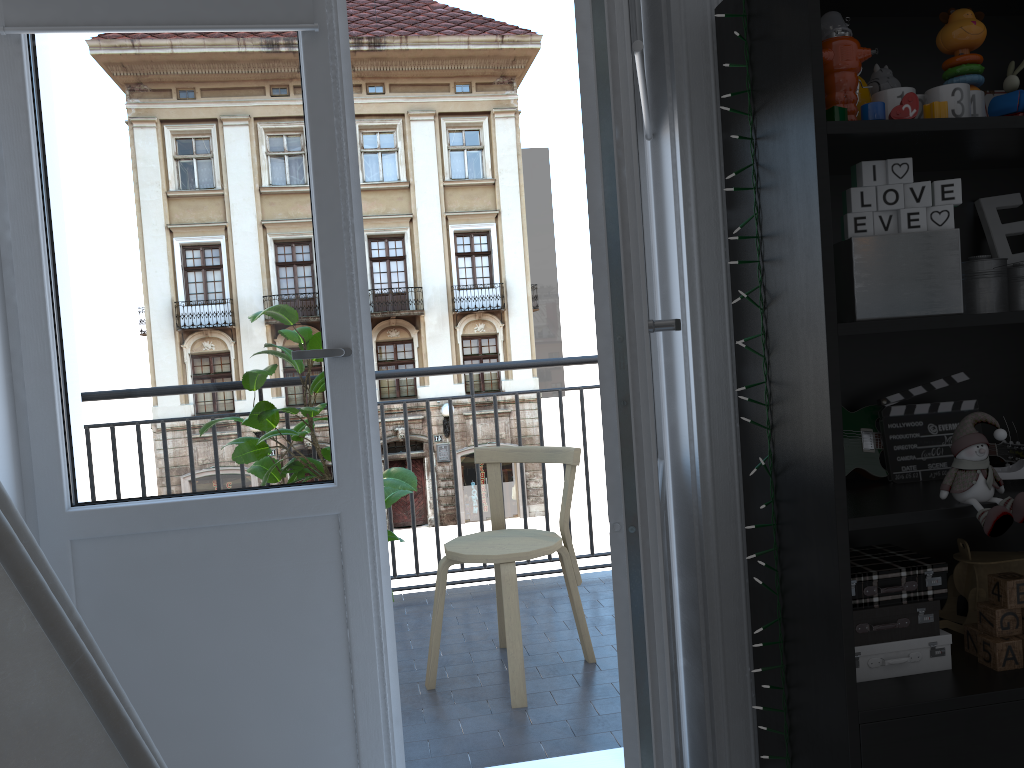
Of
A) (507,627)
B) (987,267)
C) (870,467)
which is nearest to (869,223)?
(987,267)

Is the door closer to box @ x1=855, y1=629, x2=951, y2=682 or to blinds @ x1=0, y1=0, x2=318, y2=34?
blinds @ x1=0, y1=0, x2=318, y2=34

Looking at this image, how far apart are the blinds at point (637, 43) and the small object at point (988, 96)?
0.7 meters

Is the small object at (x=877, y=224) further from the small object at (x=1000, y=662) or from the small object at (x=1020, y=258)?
the small object at (x=1000, y=662)

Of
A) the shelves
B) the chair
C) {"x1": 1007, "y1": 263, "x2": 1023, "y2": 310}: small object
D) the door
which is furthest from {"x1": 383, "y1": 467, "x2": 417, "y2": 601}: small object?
{"x1": 1007, "y1": 263, "x2": 1023, "y2": 310}: small object

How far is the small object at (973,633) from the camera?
1.57m

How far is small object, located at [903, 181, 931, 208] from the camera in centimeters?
142cm

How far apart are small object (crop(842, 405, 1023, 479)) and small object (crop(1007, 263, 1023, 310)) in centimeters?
26cm

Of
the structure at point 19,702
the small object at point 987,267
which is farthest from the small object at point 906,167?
the structure at point 19,702

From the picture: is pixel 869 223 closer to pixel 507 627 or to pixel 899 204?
pixel 899 204
